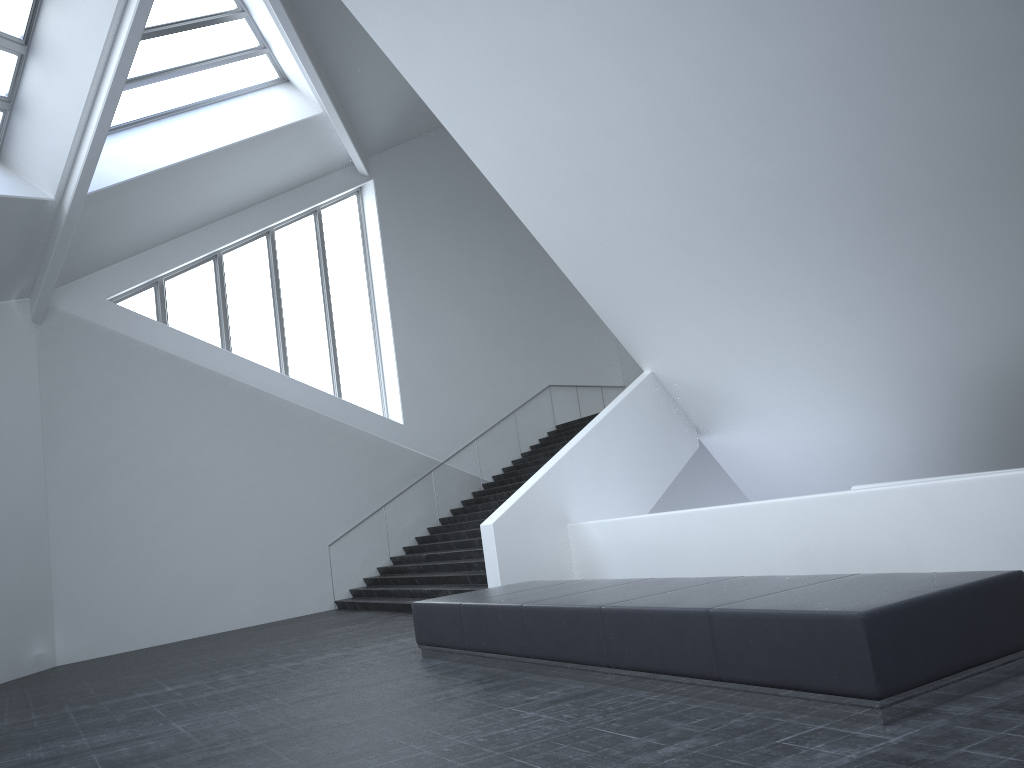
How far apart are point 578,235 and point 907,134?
6.17m

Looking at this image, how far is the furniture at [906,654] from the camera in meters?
4.6 m

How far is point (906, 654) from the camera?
4.6 meters

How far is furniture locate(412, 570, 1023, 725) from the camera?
4.6 meters
